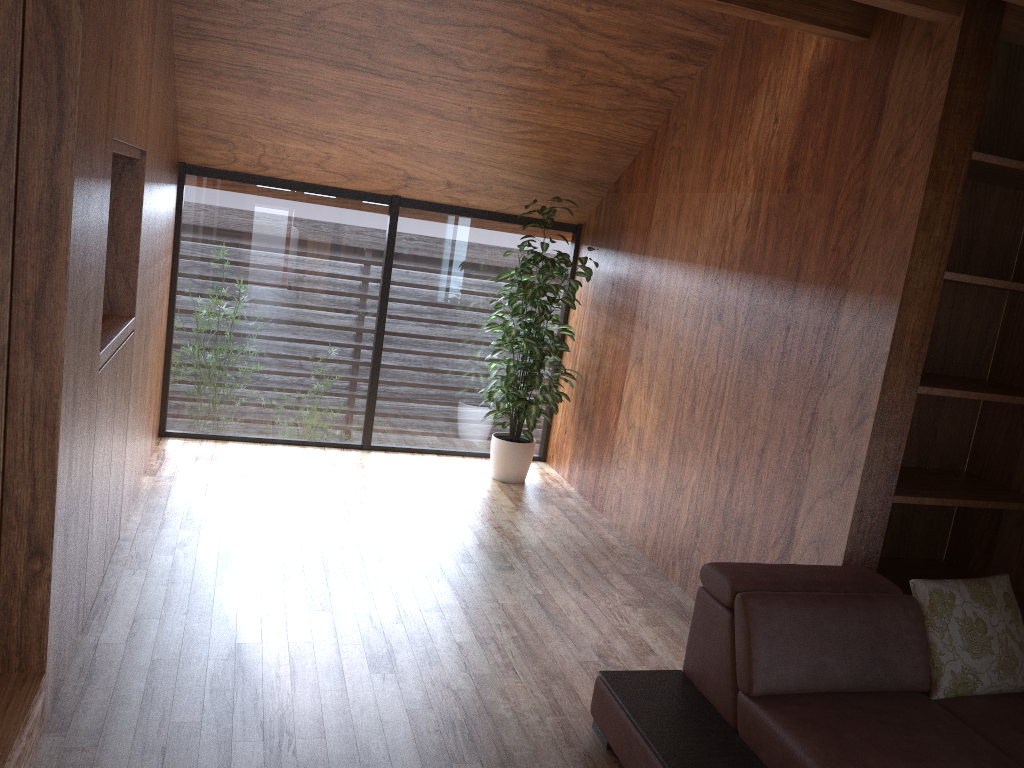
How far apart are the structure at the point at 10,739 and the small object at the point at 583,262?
2.94m

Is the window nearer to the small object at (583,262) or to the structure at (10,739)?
the small object at (583,262)

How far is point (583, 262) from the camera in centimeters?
494cm

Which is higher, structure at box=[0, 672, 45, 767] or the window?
the window

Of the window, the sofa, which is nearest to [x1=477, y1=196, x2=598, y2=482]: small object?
the window

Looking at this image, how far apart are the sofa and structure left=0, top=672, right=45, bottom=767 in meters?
1.5

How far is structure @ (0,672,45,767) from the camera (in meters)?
2.02

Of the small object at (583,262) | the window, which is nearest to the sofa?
the small object at (583,262)

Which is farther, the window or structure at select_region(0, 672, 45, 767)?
the window

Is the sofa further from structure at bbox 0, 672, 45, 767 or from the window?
the window
